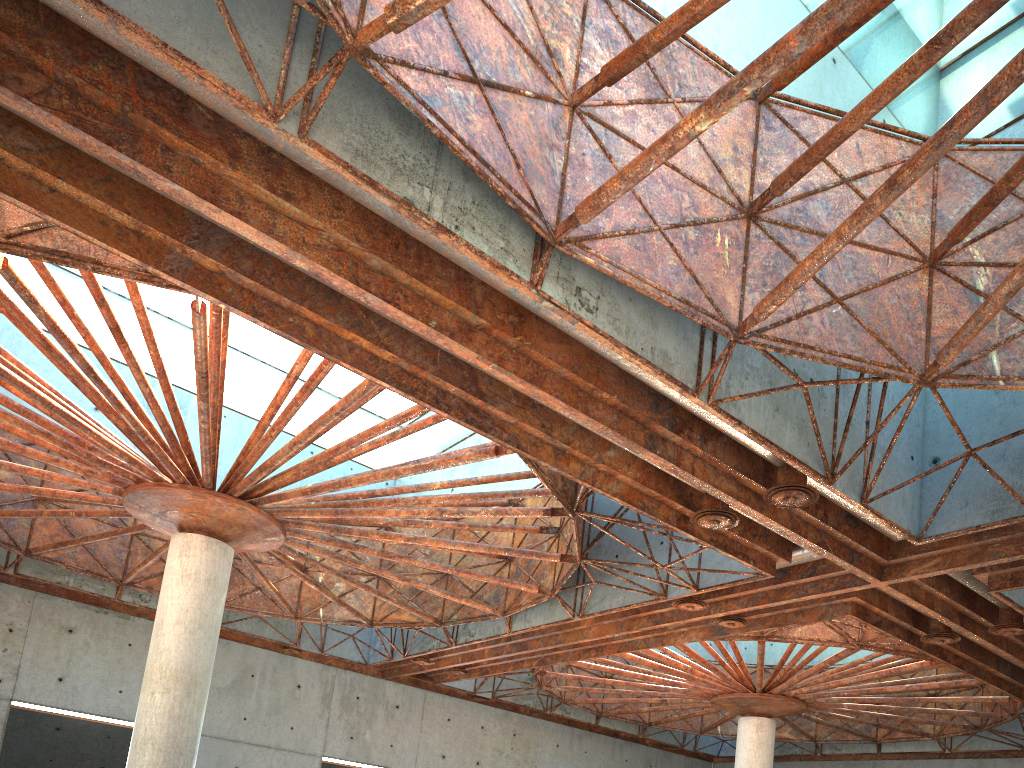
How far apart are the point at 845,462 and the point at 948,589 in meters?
9.0 m
